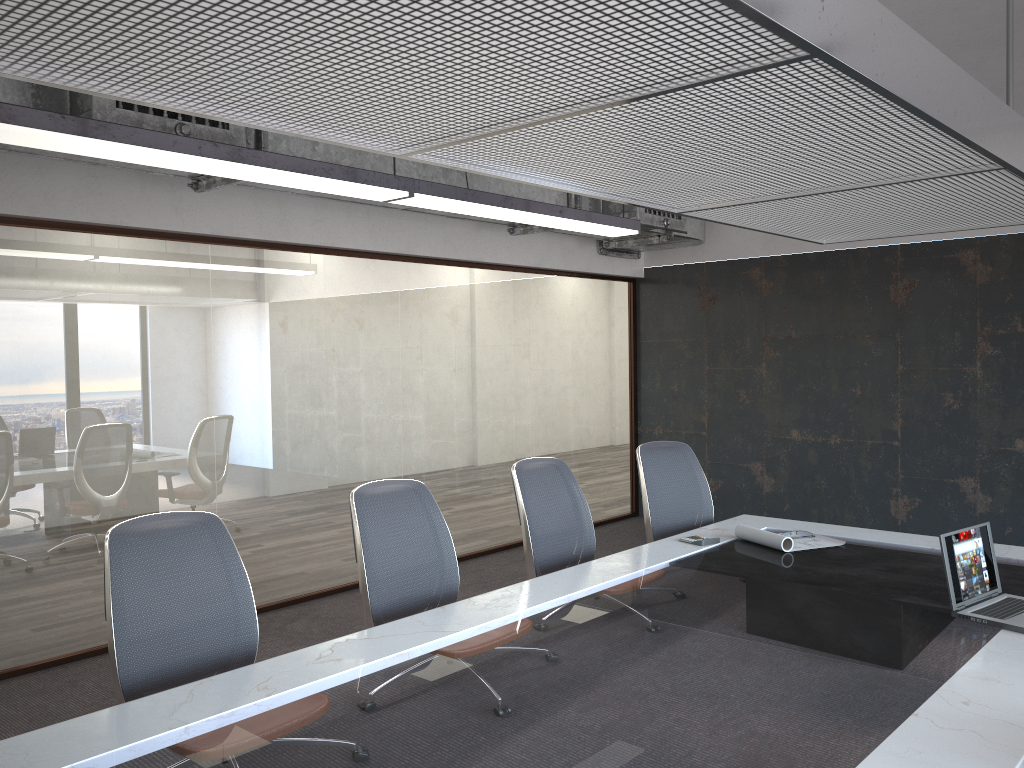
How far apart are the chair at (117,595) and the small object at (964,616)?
2.4m

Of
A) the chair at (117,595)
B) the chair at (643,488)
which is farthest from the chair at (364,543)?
the chair at (643,488)

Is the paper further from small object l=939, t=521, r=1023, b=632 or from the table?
small object l=939, t=521, r=1023, b=632

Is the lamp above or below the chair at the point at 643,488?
above

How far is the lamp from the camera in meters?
3.1 m

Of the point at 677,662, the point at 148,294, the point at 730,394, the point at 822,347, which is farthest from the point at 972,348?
the point at 148,294

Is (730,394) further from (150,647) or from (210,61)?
(210,61)

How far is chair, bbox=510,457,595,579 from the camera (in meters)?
4.08

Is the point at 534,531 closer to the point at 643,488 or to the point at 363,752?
the point at 643,488

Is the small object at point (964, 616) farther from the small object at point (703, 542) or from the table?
the small object at point (703, 542)
